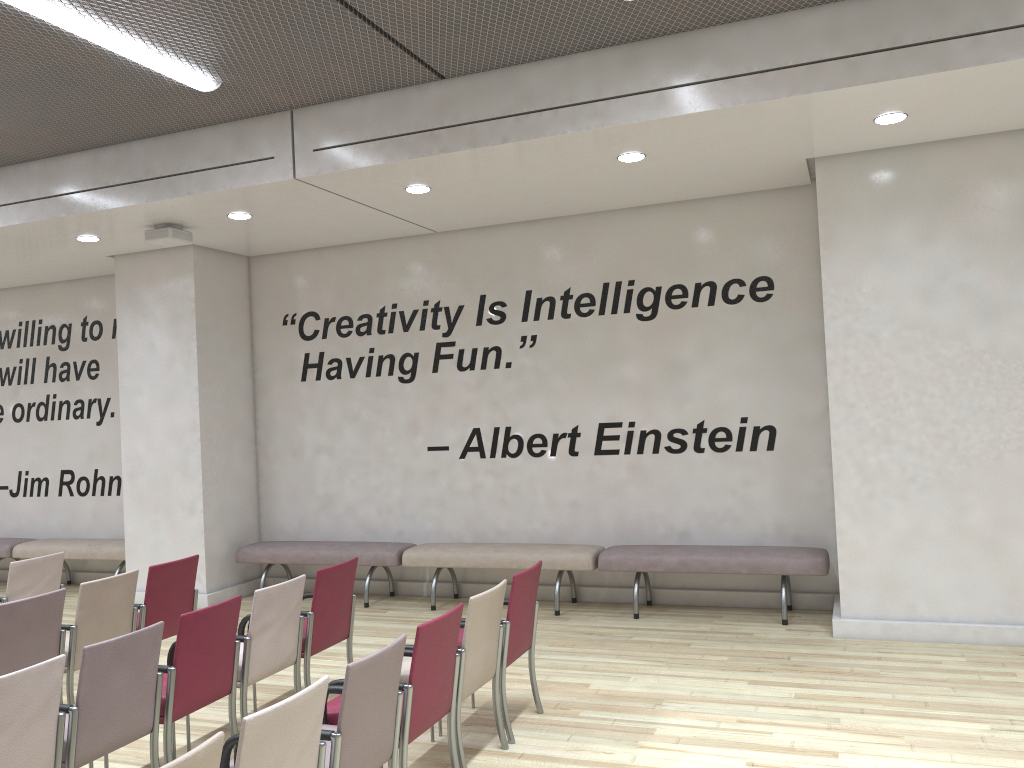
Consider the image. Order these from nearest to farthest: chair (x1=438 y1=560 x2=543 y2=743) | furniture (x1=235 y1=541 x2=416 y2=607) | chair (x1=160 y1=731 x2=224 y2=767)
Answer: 1. chair (x1=160 y1=731 x2=224 y2=767)
2. chair (x1=438 y1=560 x2=543 y2=743)
3. furniture (x1=235 y1=541 x2=416 y2=607)

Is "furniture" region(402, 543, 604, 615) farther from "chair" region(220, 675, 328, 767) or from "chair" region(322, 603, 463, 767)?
"chair" region(220, 675, 328, 767)

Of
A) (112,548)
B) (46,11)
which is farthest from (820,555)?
(112,548)

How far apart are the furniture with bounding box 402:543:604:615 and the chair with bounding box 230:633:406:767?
4.0 meters

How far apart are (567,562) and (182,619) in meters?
3.9 m

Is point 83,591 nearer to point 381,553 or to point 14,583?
point 14,583

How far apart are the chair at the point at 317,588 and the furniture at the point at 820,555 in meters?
2.5 m

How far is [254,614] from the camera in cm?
466

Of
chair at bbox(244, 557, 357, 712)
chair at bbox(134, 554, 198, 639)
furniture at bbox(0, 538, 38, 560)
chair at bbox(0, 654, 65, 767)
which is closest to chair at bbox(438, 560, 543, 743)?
chair at bbox(244, 557, 357, 712)

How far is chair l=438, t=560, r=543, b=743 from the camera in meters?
4.7 m
